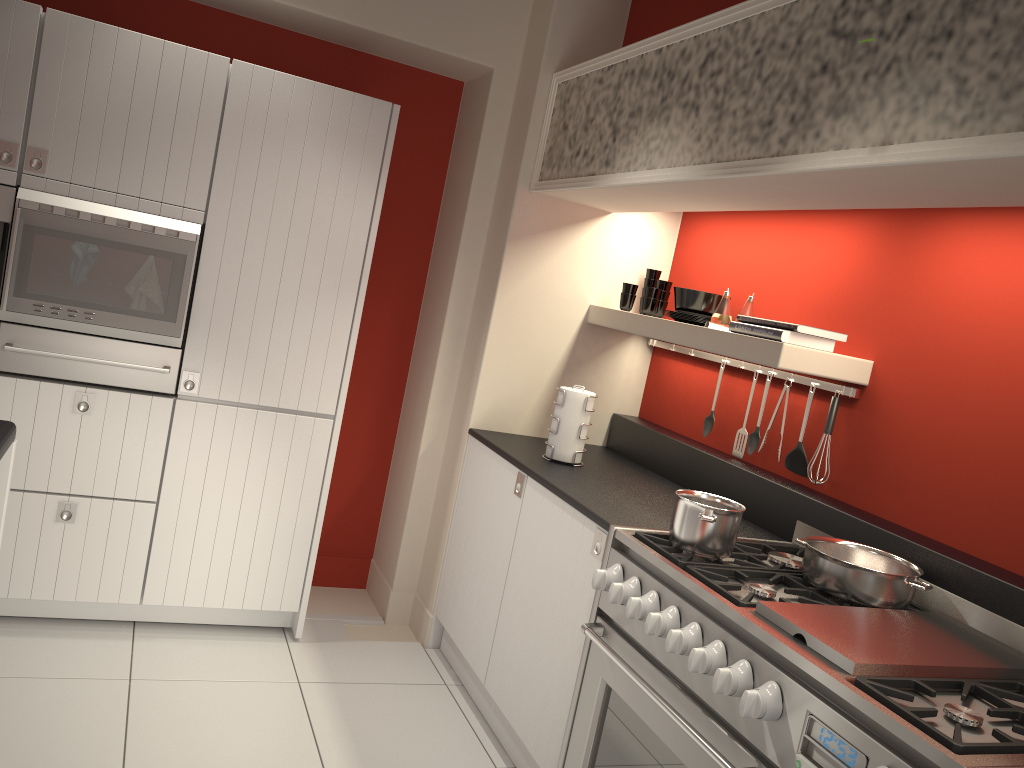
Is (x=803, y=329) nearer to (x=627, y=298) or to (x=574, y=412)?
(x=574, y=412)

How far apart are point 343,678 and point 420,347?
1.6 meters

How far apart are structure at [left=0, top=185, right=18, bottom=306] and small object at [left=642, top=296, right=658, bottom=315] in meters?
2.4 m

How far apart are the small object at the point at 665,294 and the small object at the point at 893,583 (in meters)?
1.58

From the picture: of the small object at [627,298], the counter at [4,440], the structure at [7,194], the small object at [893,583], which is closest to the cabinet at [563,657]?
the small object at [893,583]

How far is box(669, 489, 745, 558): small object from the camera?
2.4m

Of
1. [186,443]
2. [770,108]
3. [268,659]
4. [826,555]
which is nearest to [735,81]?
[770,108]

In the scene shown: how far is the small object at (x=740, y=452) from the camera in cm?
339

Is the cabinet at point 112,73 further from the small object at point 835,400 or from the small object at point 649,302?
the small object at point 835,400

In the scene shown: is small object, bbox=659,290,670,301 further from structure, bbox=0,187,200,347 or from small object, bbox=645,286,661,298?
structure, bbox=0,187,200,347
